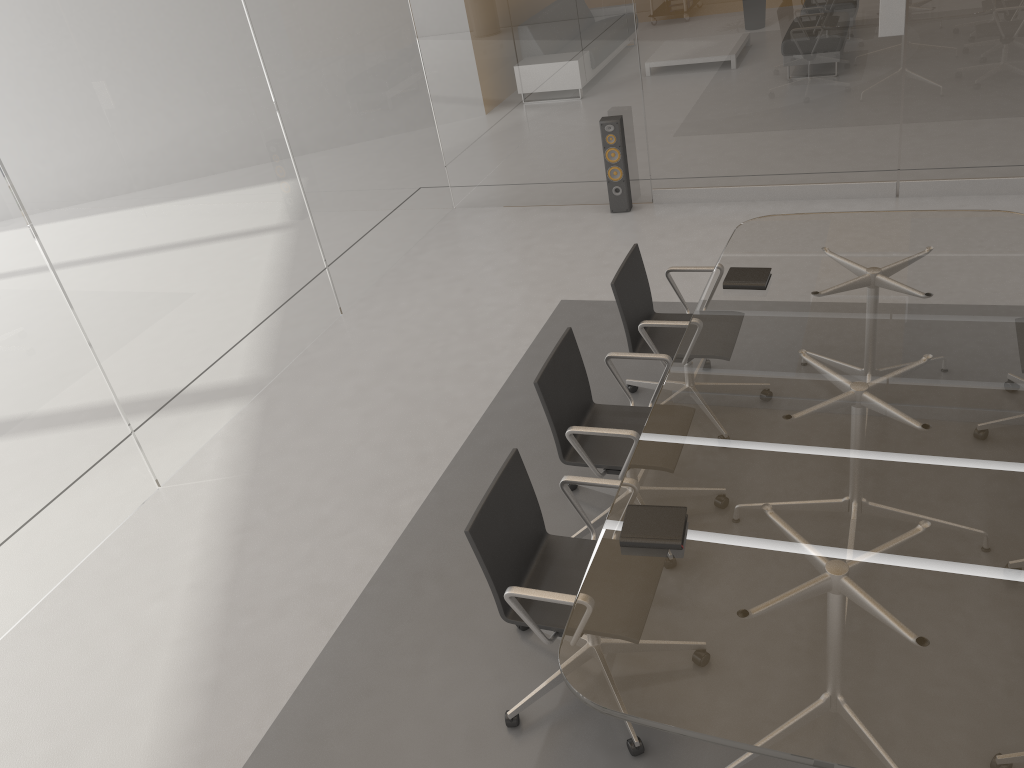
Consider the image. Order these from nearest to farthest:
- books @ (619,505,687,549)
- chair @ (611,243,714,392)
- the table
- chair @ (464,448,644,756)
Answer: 1. the table
2. books @ (619,505,687,549)
3. chair @ (464,448,644,756)
4. chair @ (611,243,714,392)

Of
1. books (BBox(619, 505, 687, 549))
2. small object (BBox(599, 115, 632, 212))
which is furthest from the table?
small object (BBox(599, 115, 632, 212))

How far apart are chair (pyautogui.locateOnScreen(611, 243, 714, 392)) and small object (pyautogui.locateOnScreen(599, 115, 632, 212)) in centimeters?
247cm

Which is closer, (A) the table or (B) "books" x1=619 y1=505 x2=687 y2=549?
(A) the table

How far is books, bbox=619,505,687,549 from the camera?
2.6m

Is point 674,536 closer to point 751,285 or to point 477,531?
point 477,531

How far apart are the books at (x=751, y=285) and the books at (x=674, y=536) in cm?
147

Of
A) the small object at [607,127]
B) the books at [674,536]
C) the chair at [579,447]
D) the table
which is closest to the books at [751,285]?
the table

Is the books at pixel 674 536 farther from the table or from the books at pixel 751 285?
the books at pixel 751 285

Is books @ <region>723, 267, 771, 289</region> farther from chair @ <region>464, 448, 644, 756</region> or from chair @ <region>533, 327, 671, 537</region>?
chair @ <region>464, 448, 644, 756</region>
